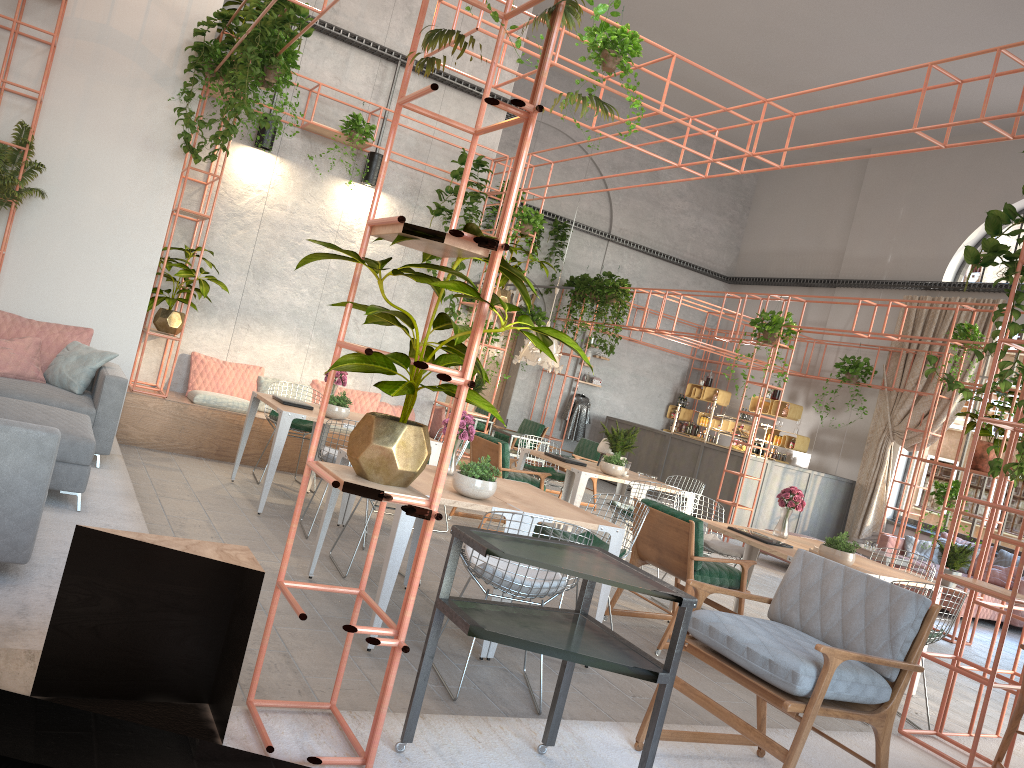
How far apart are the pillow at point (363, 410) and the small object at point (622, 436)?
2.9 meters

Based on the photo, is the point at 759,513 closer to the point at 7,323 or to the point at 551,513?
the point at 551,513

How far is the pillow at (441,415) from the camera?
11.0m

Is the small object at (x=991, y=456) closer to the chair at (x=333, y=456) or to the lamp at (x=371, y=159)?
the chair at (x=333, y=456)

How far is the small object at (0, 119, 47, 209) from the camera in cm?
725

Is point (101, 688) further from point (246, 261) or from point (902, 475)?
point (902, 475)

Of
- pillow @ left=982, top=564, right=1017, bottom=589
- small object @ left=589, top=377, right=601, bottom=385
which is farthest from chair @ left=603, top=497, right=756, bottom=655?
small object @ left=589, top=377, right=601, bottom=385

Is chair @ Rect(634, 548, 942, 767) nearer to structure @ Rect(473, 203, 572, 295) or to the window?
the window

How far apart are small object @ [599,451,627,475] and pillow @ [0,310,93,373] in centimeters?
461cm

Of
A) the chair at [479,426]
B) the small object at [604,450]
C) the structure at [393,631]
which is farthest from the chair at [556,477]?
the chair at [479,426]
